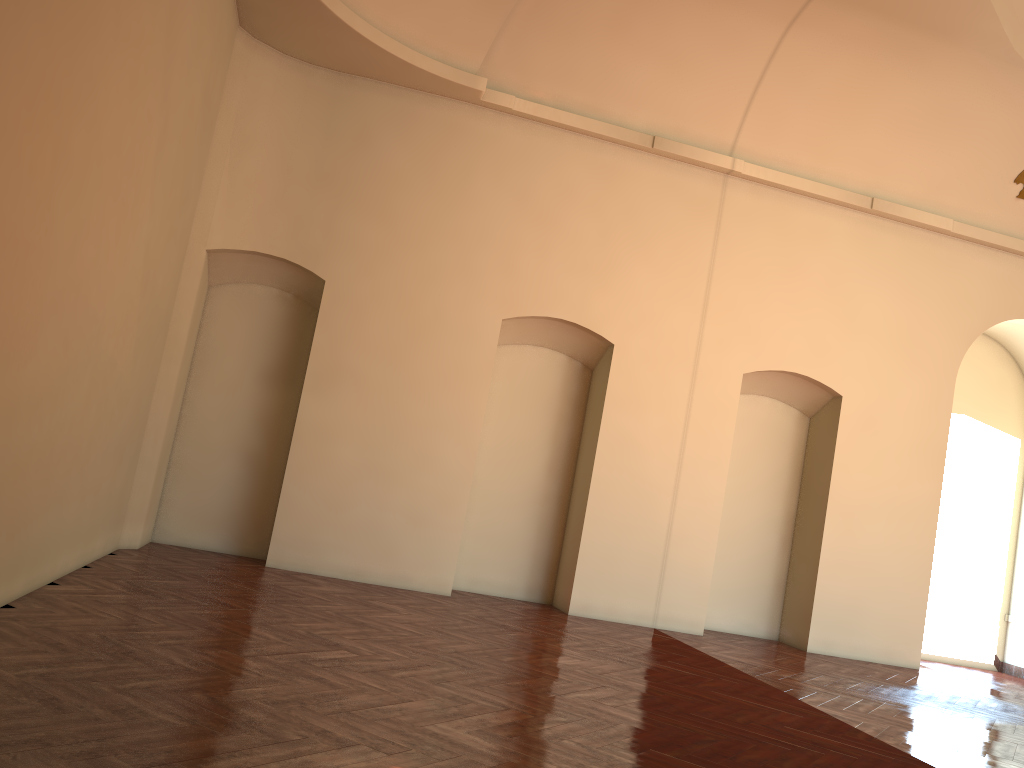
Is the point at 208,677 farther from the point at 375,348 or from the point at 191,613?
the point at 375,348
